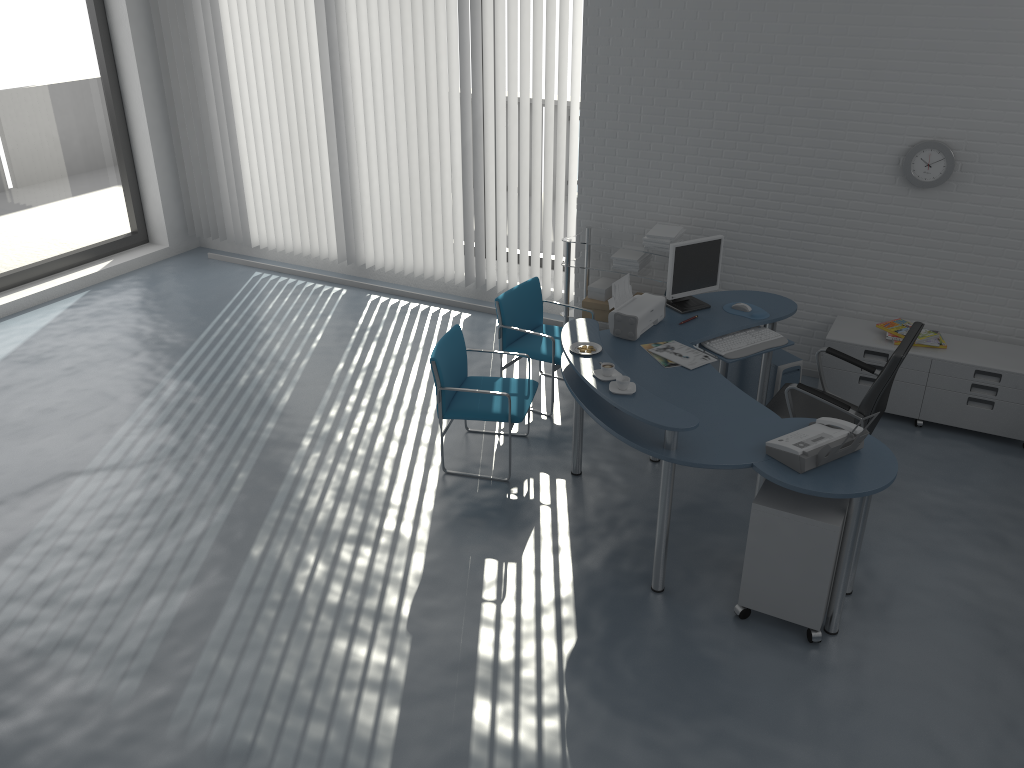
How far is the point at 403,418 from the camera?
5.6 meters

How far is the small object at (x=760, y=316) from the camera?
5.06m

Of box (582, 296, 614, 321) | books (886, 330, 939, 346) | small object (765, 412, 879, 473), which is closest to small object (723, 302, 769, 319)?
books (886, 330, 939, 346)

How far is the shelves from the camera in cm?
604

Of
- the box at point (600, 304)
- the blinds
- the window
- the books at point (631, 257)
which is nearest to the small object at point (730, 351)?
the books at point (631, 257)

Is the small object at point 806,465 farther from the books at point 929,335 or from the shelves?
the shelves

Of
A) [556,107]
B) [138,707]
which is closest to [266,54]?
[556,107]

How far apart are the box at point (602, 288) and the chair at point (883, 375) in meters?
1.6 m

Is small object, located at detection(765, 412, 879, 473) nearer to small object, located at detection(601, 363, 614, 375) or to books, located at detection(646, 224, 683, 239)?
small object, located at detection(601, 363, 614, 375)

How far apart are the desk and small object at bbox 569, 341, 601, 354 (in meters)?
0.03
